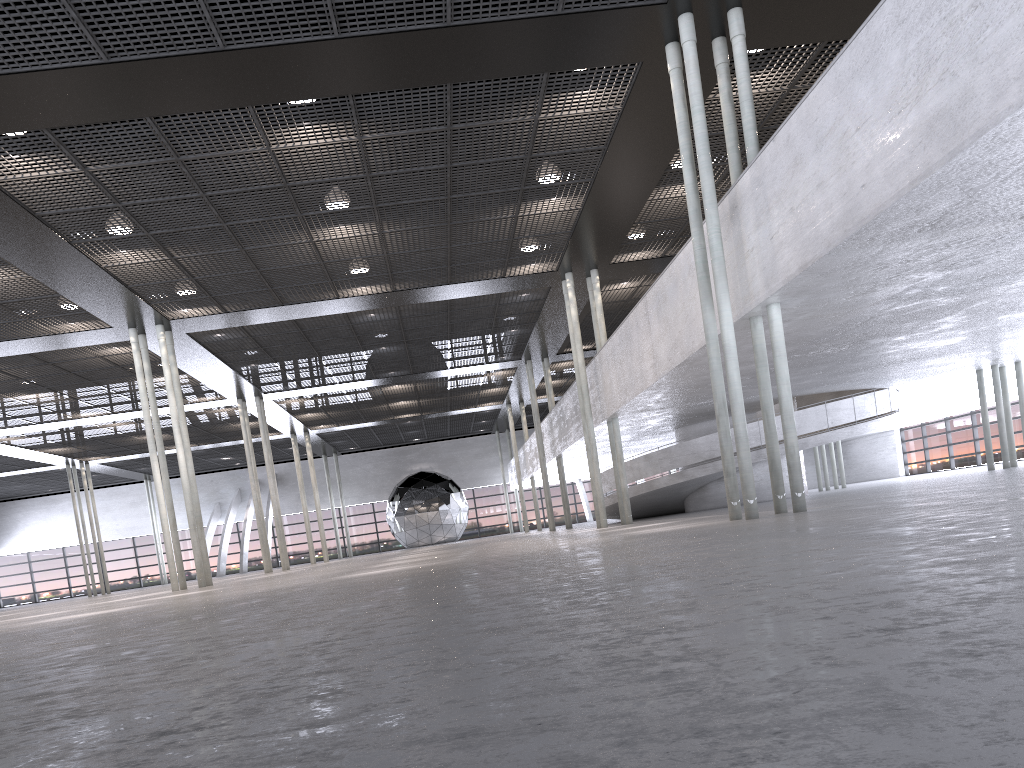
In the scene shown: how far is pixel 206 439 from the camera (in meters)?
37.75
